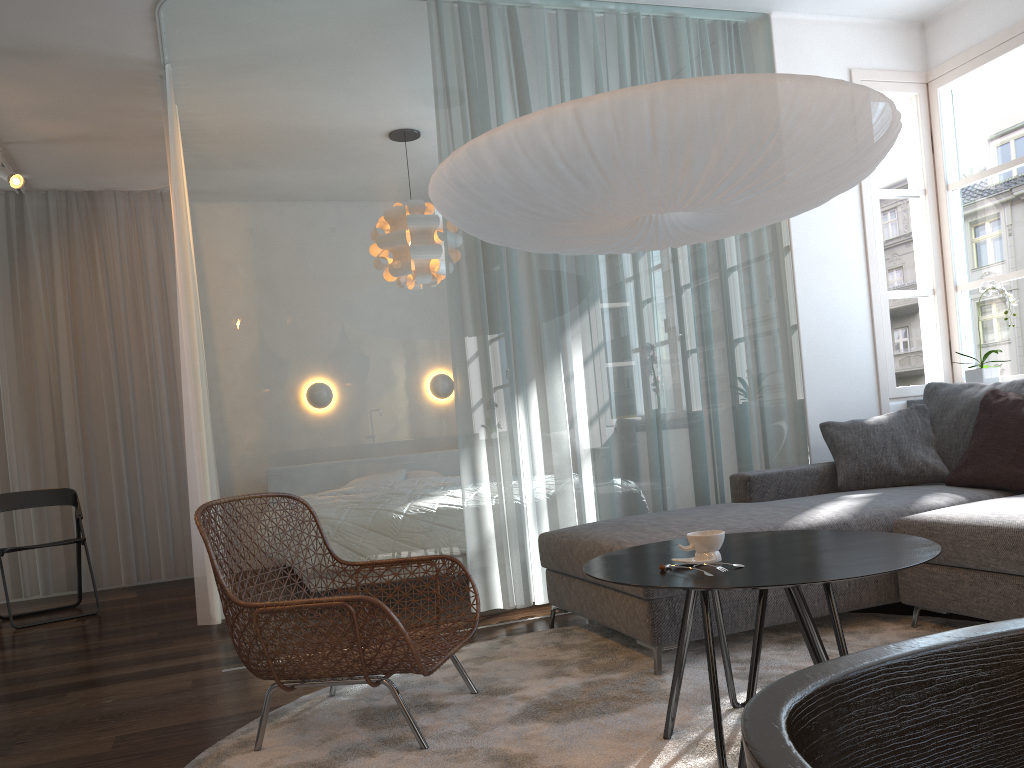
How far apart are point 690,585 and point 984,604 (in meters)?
1.45

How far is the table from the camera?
1.8 meters

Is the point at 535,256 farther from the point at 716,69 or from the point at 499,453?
the point at 716,69

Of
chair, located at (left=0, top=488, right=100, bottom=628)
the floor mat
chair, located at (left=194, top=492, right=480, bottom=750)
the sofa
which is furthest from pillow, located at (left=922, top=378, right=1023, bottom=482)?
chair, located at (left=0, top=488, right=100, bottom=628)

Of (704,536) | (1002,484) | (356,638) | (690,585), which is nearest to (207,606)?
(356,638)

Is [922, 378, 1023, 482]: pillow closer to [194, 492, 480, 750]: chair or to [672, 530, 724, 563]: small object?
[672, 530, 724, 563]: small object

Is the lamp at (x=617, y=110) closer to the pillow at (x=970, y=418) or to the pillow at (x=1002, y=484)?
the pillow at (x=1002, y=484)

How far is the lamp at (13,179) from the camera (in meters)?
5.10

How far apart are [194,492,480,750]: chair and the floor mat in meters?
0.0 m

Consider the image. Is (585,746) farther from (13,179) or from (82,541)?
(13,179)
